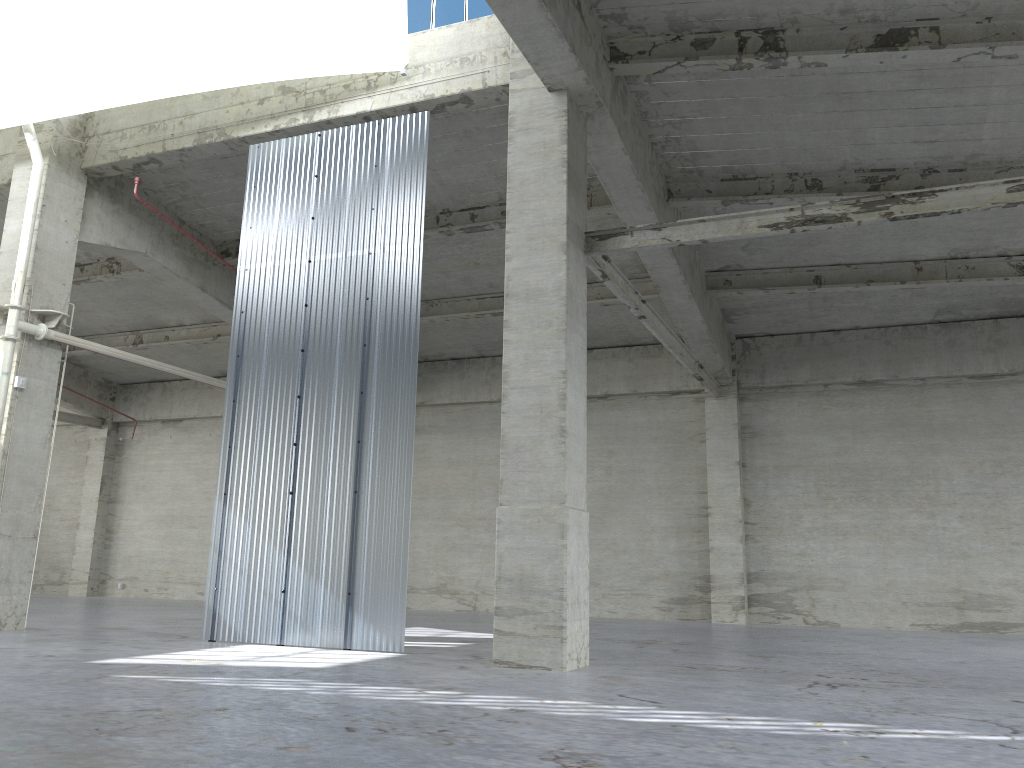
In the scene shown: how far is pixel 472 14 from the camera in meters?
18.1 m

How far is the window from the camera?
18.1 meters

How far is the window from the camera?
18.06m

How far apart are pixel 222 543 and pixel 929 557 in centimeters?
1960cm
